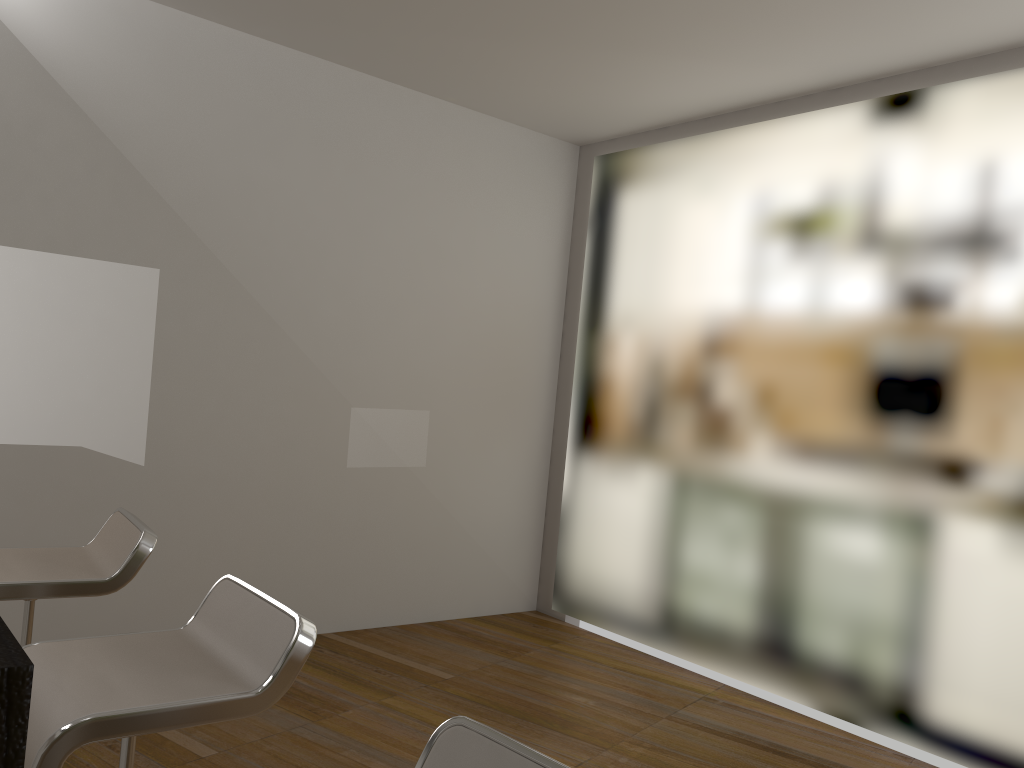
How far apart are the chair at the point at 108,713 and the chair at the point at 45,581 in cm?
44

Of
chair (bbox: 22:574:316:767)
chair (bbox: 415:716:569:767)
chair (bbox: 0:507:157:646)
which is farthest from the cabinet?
chair (bbox: 0:507:157:646)

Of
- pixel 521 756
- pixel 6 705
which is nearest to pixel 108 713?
pixel 521 756

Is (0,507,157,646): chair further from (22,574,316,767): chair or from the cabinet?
the cabinet

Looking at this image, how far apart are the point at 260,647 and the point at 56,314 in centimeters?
252cm

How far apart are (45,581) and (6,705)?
1.9m

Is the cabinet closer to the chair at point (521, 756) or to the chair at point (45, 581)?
the chair at point (521, 756)

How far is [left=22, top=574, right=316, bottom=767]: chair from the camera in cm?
132

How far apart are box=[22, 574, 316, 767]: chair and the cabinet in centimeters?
99cm

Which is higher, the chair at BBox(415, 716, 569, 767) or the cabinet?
the cabinet
